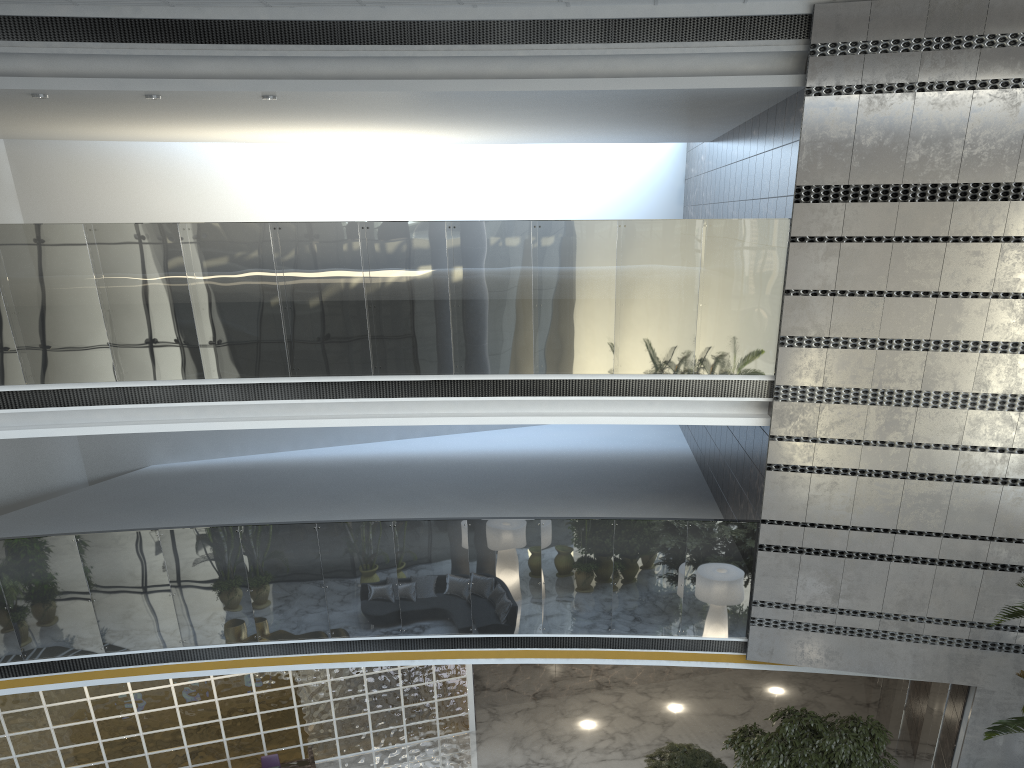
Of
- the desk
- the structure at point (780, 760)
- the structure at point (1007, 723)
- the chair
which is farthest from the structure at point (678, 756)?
the chair

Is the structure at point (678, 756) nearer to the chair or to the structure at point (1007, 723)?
the structure at point (1007, 723)

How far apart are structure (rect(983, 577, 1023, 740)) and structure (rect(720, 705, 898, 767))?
1.81m

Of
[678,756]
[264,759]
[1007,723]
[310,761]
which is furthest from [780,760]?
[264,759]

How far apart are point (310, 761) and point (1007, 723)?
7.8m

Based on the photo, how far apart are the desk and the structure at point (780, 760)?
5.0m

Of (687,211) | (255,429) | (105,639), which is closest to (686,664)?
(105,639)

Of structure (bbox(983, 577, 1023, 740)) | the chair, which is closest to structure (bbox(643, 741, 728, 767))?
structure (bbox(983, 577, 1023, 740))

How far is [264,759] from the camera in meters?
10.3 m

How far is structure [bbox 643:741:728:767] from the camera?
9.4 meters
